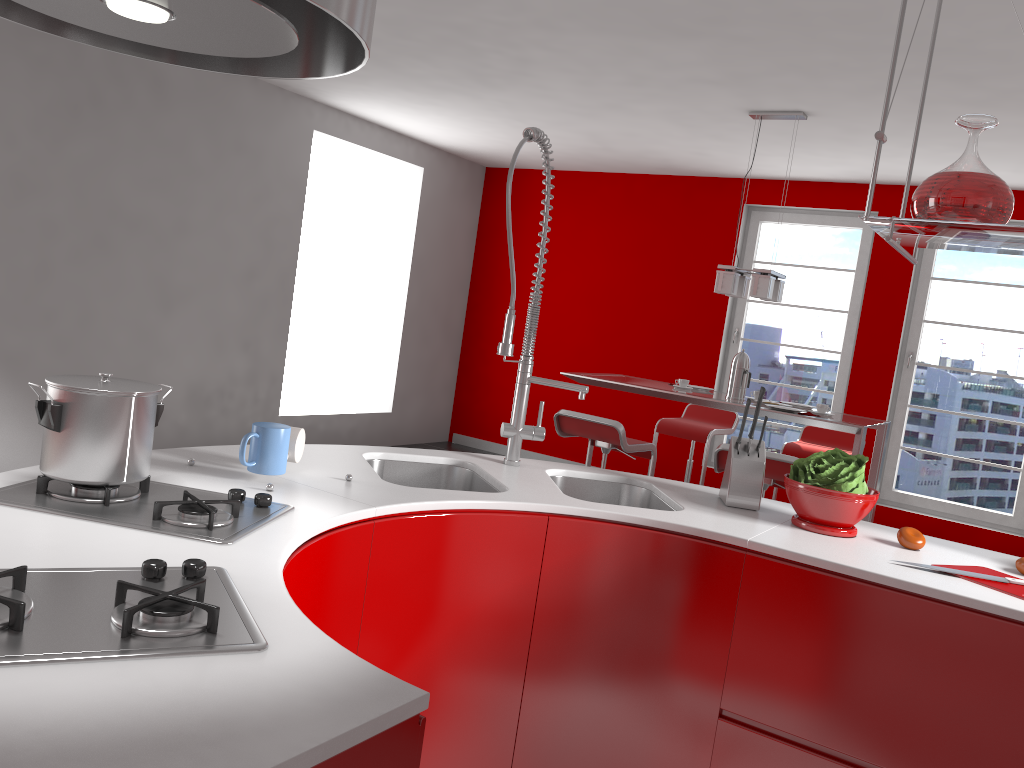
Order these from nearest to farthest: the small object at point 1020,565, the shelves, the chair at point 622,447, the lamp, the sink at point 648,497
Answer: the shelves
the small object at point 1020,565
the sink at point 648,497
the chair at point 622,447
the lamp

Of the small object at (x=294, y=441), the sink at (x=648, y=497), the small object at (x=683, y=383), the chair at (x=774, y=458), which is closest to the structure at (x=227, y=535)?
the small object at (x=294, y=441)

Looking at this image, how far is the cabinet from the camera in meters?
1.8 m

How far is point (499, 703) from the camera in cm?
209

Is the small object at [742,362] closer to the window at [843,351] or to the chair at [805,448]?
the chair at [805,448]

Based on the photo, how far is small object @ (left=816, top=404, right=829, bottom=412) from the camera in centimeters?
Result: 468cm

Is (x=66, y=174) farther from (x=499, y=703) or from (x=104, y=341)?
(x=499, y=703)

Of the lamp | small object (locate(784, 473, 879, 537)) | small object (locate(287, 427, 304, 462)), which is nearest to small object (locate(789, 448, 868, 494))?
small object (locate(784, 473, 879, 537))

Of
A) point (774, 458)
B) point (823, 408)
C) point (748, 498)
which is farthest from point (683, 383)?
point (748, 498)

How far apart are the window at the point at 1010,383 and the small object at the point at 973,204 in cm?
473
